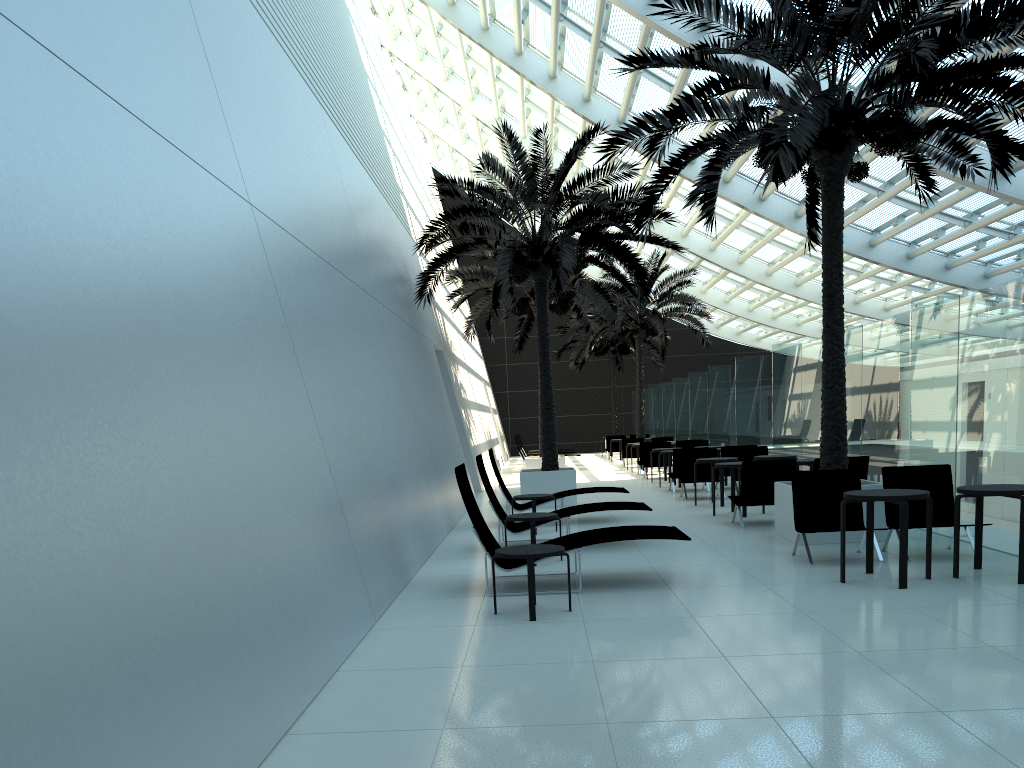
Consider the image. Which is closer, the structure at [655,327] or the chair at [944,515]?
the chair at [944,515]

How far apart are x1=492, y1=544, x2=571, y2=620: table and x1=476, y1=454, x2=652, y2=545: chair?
3.21m

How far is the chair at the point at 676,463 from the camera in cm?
1723

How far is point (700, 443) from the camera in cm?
2194

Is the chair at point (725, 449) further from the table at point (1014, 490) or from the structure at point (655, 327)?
the structure at point (655, 327)

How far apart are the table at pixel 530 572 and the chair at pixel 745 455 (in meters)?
10.16

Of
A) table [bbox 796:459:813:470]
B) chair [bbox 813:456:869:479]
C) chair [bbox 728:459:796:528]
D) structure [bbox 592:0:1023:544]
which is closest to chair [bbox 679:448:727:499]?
table [bbox 796:459:813:470]

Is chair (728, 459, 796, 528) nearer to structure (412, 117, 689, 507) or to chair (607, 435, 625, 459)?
structure (412, 117, 689, 507)

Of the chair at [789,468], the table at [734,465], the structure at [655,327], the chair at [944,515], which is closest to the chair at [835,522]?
the chair at [944,515]

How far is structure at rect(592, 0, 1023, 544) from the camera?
8.72m
